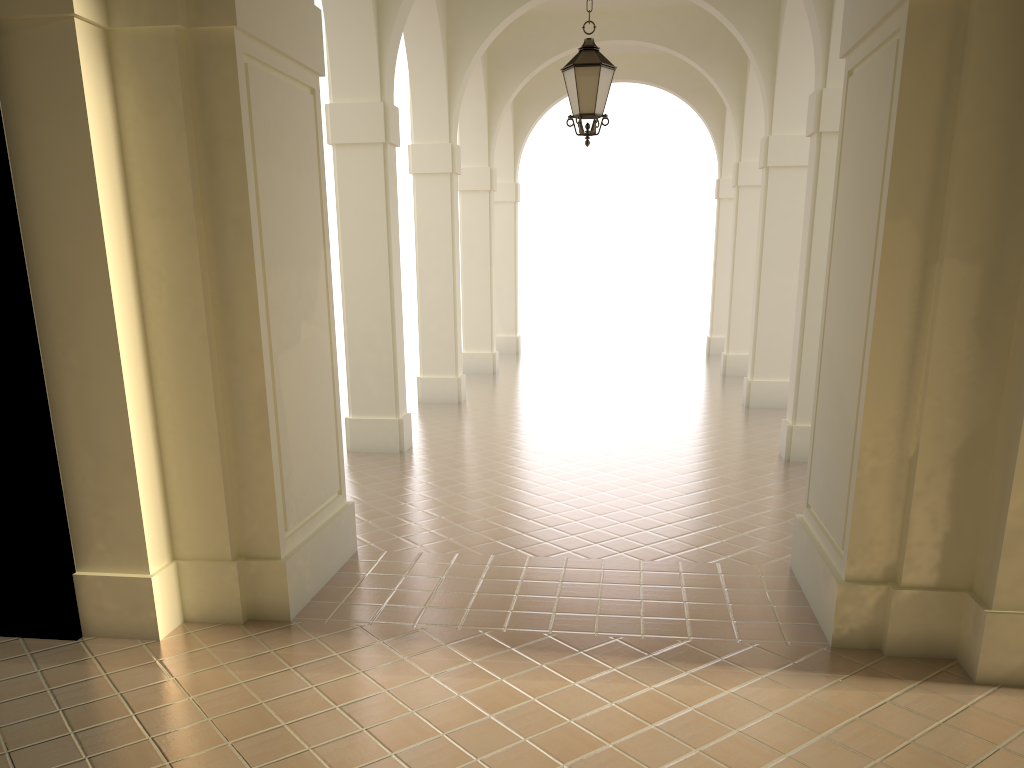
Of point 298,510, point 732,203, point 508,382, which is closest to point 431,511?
point 298,510

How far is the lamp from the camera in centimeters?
816cm

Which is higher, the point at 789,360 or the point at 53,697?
the point at 789,360

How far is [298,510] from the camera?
6.0m

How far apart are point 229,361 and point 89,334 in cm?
81

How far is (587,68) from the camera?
8.2m

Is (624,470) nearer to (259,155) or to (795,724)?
(795,724)
